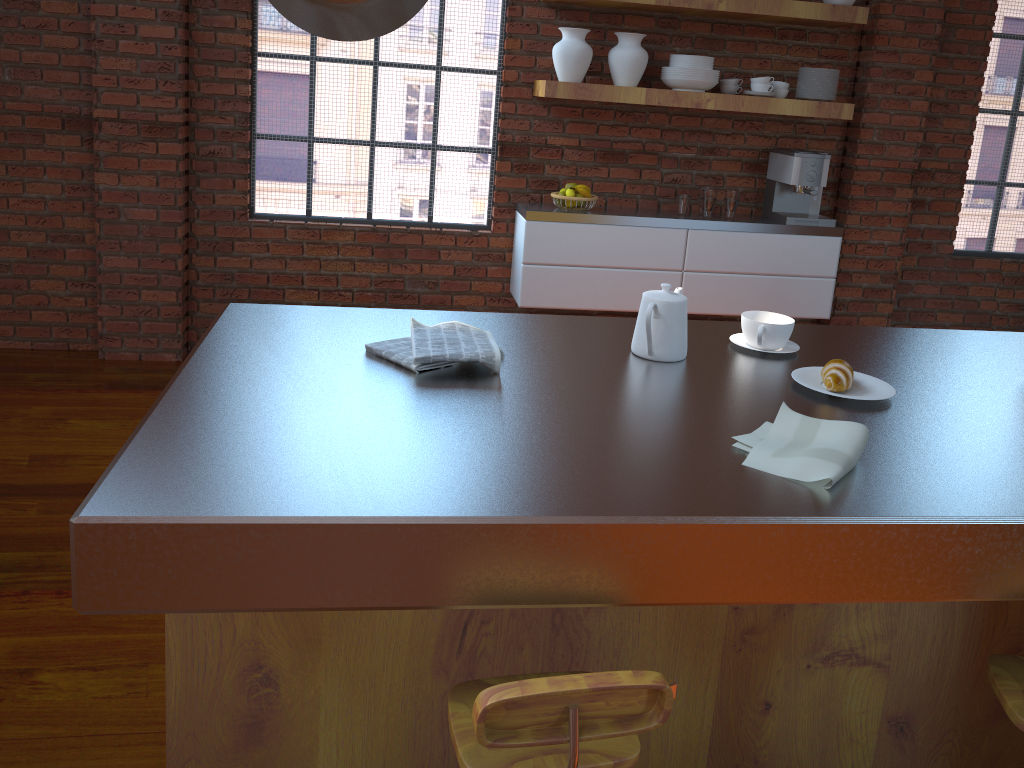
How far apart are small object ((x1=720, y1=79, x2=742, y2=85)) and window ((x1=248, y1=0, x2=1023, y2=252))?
1.1m

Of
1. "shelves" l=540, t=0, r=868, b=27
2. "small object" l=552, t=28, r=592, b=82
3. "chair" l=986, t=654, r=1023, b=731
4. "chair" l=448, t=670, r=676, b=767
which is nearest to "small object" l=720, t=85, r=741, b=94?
"shelves" l=540, t=0, r=868, b=27

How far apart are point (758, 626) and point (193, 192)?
3.5 meters

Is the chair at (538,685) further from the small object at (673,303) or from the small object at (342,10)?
the small object at (342,10)

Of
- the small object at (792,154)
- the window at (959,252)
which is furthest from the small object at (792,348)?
the window at (959,252)

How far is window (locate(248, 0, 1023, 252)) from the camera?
4.23m

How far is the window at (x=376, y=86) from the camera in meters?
4.2

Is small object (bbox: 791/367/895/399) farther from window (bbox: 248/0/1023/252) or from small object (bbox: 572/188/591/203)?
window (bbox: 248/0/1023/252)

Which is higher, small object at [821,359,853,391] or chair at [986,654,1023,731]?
small object at [821,359,853,391]

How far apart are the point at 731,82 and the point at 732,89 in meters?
0.0
